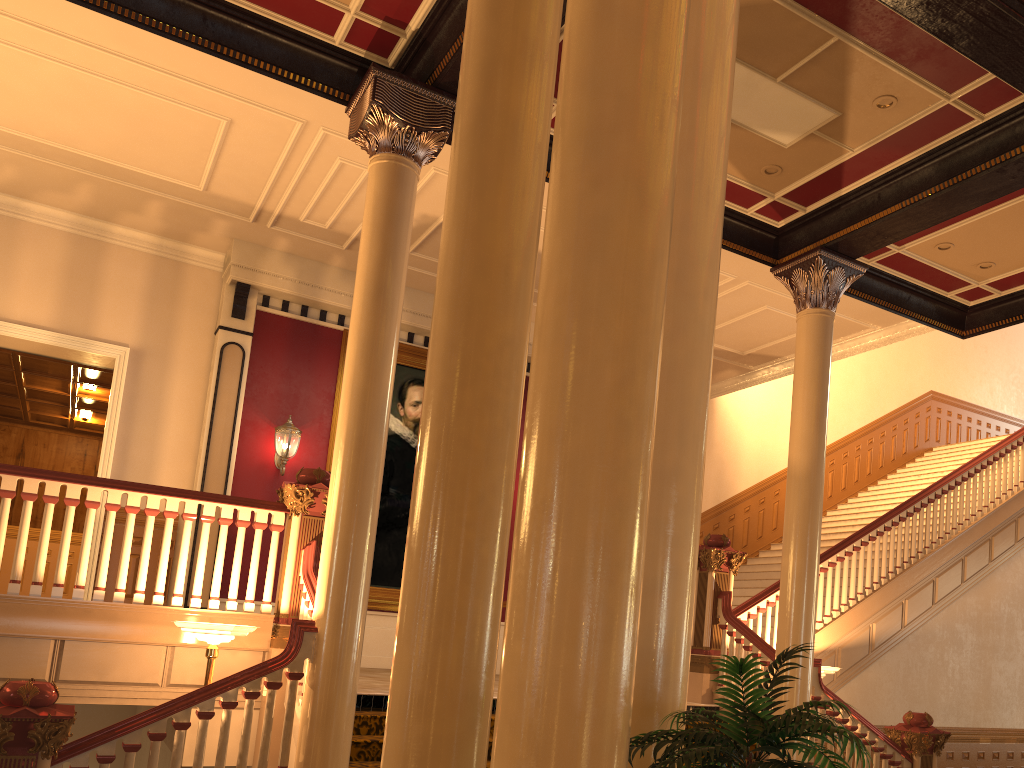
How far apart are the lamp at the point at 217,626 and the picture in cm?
485

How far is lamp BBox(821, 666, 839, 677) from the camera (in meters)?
8.23

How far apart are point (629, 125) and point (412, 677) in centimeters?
176cm

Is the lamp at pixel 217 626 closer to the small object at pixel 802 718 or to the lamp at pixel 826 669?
the small object at pixel 802 718

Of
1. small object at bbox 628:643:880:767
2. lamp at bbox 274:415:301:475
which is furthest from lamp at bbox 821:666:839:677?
lamp at bbox 274:415:301:475

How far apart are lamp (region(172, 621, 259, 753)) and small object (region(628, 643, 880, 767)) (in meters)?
3.89

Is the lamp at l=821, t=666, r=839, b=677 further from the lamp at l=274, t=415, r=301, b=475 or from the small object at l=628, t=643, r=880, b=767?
the lamp at l=274, t=415, r=301, b=475

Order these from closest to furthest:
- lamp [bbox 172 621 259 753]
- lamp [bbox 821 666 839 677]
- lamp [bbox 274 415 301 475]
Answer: lamp [bbox 172 621 259 753], lamp [bbox 821 666 839 677], lamp [bbox 274 415 301 475]

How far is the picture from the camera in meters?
10.9

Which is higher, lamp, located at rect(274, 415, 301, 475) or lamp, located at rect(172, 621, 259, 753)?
lamp, located at rect(274, 415, 301, 475)
